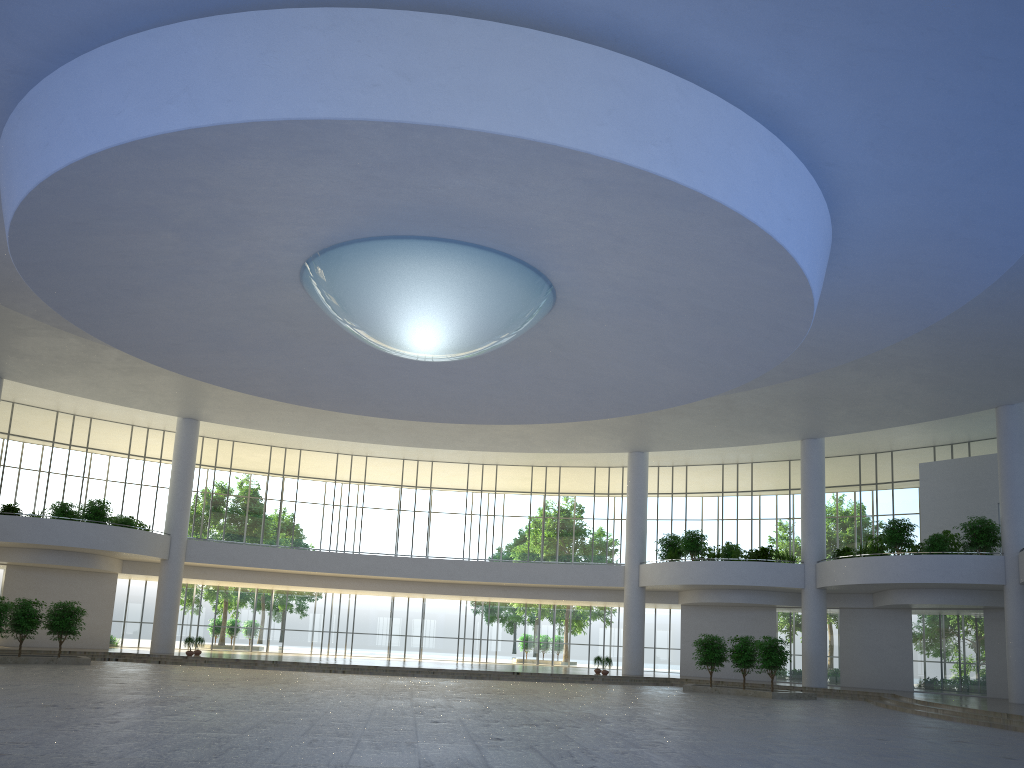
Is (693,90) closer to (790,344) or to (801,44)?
(801,44)
